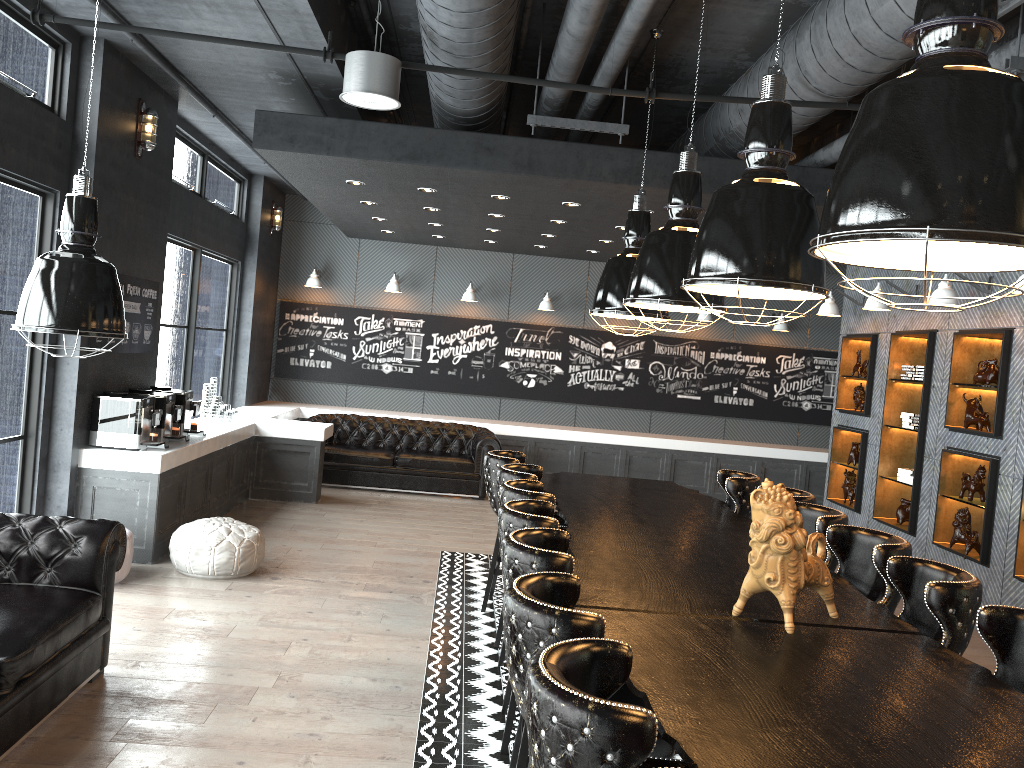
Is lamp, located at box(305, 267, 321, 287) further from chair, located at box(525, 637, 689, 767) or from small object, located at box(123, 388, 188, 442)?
chair, located at box(525, 637, 689, 767)

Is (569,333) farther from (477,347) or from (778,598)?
(778,598)

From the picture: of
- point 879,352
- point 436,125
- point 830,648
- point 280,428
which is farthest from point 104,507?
point 879,352

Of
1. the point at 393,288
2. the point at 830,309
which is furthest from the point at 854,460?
the point at 393,288

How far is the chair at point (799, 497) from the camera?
5.5m

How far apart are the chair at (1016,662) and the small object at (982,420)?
4.4 meters

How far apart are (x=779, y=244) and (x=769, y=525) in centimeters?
114cm

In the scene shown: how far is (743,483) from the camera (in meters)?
6.20

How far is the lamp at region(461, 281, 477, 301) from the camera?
12.5m

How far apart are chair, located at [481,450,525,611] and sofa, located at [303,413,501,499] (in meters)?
4.19
